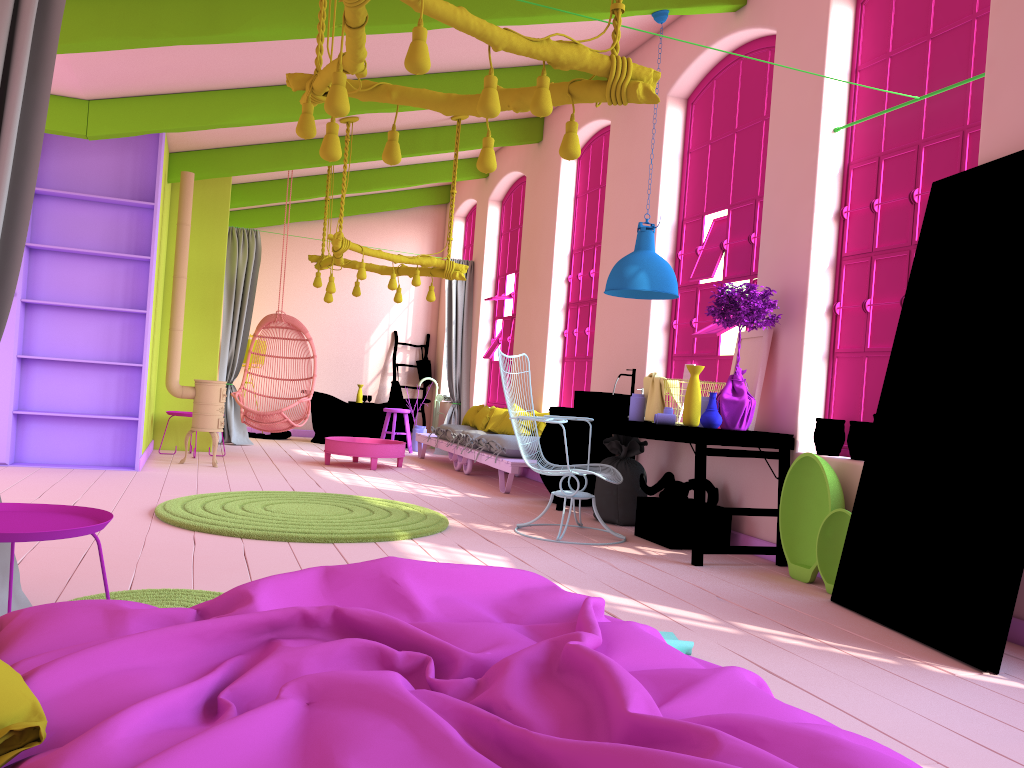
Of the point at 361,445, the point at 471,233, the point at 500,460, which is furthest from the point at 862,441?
the point at 471,233

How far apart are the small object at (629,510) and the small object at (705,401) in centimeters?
113cm

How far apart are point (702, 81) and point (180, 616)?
6.5m

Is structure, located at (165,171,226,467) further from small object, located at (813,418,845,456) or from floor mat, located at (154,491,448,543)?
small object, located at (813,418,845,456)

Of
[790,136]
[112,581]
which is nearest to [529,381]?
[790,136]

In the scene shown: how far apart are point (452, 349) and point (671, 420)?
6.6 meters

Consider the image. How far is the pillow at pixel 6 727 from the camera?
1.3 meters

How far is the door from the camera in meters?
3.6

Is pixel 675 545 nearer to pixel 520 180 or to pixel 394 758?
pixel 394 758

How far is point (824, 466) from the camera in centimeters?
492cm
